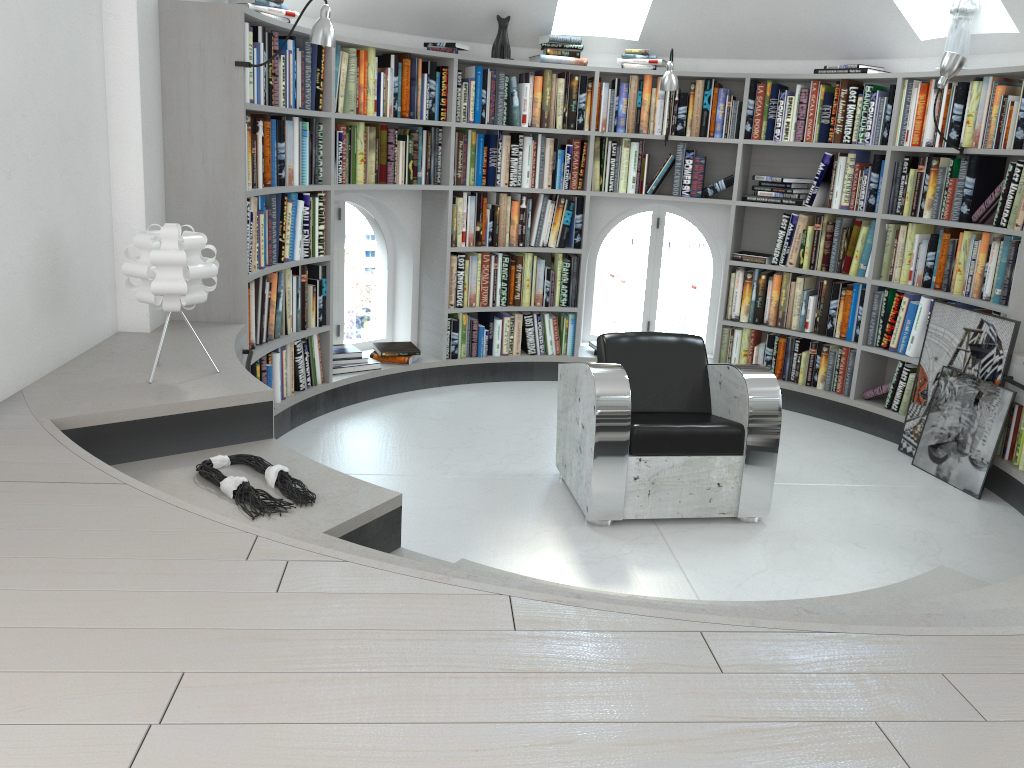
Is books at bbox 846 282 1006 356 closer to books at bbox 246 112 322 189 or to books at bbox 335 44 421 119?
books at bbox 335 44 421 119

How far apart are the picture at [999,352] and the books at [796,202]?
1.05m

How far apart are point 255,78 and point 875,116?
3.4 meters

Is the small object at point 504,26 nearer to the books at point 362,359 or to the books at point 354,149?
the books at point 354,149

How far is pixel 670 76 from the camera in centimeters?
523cm

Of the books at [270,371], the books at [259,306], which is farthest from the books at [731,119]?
the books at [270,371]

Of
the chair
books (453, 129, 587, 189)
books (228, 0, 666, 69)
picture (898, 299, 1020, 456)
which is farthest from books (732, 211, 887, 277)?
the chair

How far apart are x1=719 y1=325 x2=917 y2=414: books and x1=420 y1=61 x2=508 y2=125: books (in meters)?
1.96

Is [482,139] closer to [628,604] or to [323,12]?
[323,12]

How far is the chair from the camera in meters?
3.7
